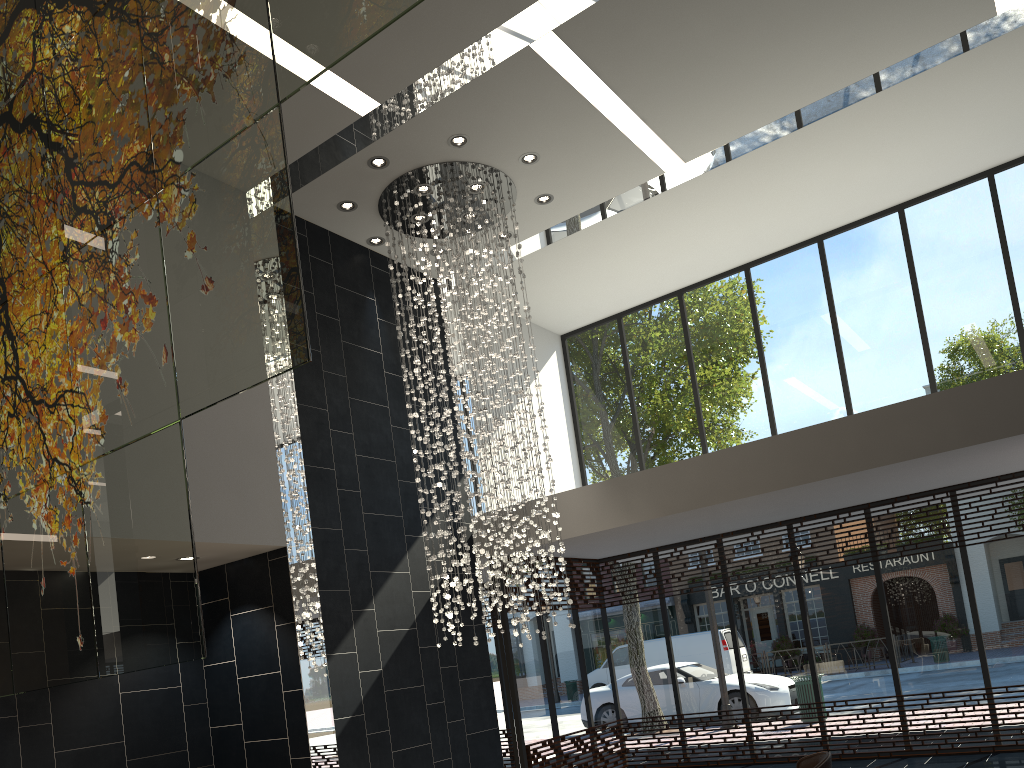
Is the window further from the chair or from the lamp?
the chair

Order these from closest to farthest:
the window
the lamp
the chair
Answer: the chair < the lamp < the window

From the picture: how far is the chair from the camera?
3.8m

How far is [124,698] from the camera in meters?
6.9 m

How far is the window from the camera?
8.9 meters

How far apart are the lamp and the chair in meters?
3.0

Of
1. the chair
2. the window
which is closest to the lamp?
the window

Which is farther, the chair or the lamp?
the lamp

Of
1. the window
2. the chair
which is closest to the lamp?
the window

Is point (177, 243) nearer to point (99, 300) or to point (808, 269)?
point (99, 300)
